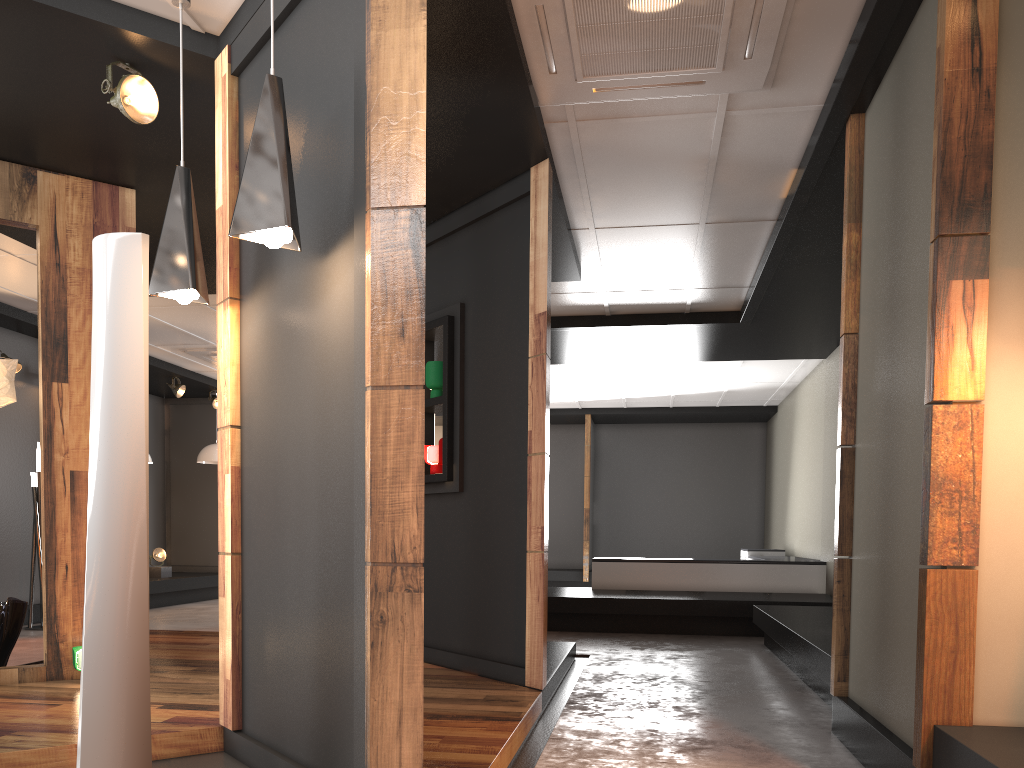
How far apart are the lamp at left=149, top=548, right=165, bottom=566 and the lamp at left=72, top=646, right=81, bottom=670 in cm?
679

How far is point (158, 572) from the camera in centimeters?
1093cm

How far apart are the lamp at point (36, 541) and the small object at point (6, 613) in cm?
332

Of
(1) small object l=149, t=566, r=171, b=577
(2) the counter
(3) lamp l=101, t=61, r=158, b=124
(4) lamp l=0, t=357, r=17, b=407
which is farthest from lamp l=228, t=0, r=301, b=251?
(1) small object l=149, t=566, r=171, b=577

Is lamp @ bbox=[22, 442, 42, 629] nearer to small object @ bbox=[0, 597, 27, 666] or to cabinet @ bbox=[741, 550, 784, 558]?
small object @ bbox=[0, 597, 27, 666]

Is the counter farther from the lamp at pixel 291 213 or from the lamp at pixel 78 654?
the lamp at pixel 291 213

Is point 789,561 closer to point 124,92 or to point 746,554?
point 746,554

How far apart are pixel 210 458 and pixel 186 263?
9.2 meters

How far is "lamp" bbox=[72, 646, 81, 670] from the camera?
4.5m

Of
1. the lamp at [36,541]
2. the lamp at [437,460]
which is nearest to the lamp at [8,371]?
the lamp at [437,460]
